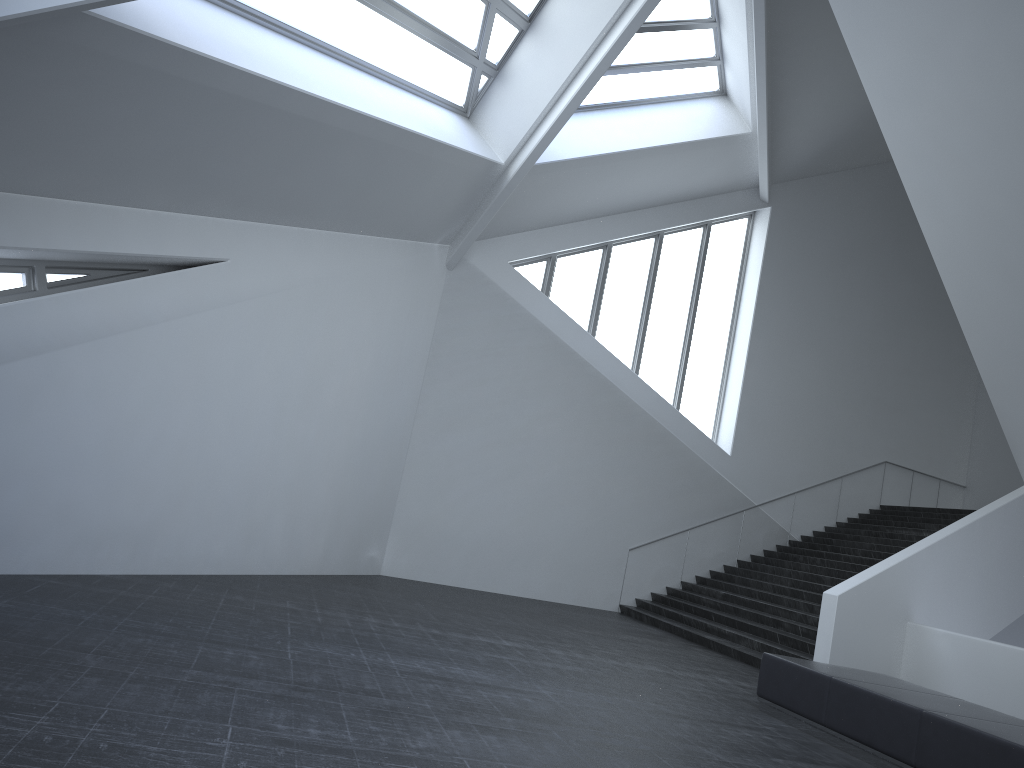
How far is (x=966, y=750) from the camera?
6.4m

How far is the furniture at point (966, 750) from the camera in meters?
6.4

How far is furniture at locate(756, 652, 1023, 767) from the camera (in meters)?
6.35

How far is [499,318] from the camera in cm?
1670
